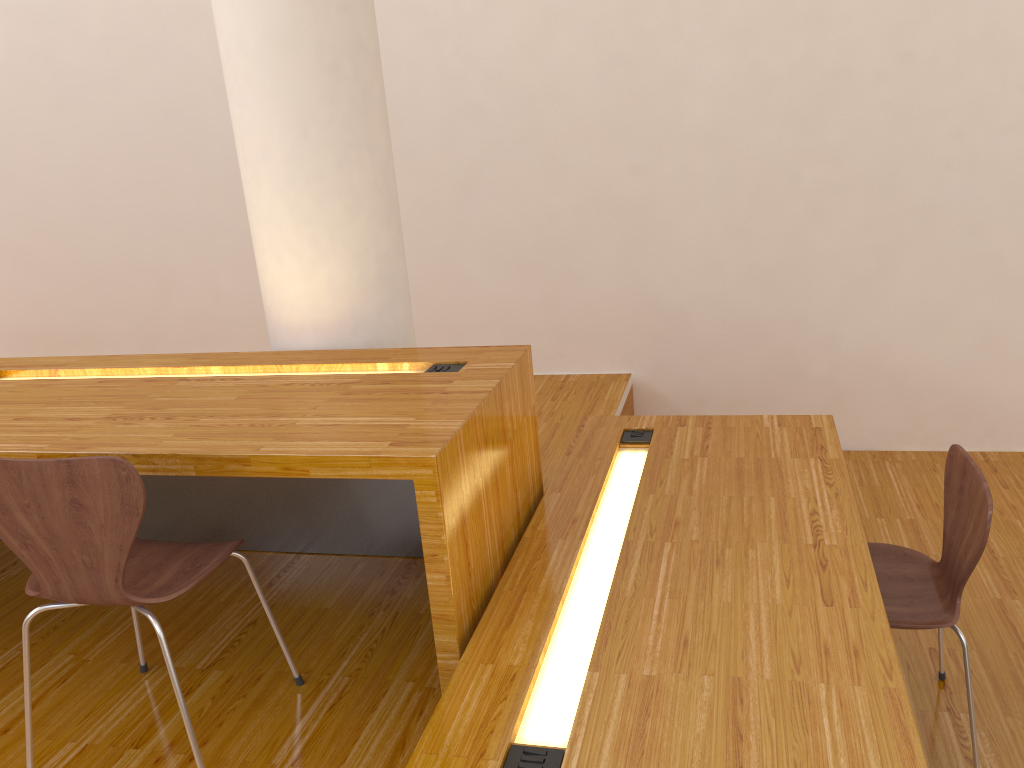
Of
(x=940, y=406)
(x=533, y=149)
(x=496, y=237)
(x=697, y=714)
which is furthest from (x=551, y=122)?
(x=697, y=714)

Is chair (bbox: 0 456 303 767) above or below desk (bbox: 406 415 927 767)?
above

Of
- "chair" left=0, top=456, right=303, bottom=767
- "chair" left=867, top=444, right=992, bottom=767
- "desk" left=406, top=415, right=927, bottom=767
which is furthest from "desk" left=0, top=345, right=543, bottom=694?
"chair" left=867, top=444, right=992, bottom=767

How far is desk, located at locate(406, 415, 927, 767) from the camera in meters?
1.4 m

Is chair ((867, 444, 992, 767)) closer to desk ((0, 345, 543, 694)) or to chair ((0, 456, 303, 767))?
desk ((0, 345, 543, 694))

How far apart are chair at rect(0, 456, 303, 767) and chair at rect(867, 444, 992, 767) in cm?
132

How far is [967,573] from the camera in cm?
194

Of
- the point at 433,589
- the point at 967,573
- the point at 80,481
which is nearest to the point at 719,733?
the point at 433,589

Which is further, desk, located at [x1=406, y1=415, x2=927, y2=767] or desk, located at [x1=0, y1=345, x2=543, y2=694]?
desk, located at [x1=0, y1=345, x2=543, y2=694]

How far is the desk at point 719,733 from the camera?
1.4m
